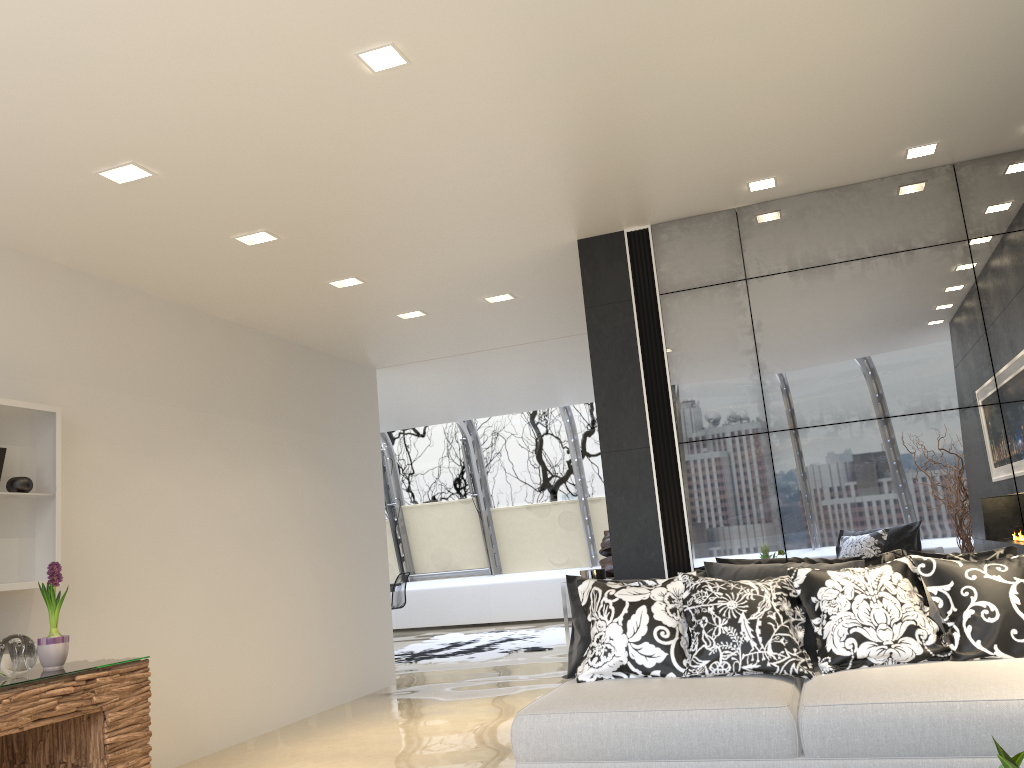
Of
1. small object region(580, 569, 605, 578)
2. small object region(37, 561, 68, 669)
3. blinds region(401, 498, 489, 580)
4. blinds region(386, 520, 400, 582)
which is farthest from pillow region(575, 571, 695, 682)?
blinds region(386, 520, 400, 582)

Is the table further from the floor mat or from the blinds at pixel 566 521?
the blinds at pixel 566 521

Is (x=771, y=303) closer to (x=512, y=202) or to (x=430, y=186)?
(x=512, y=202)

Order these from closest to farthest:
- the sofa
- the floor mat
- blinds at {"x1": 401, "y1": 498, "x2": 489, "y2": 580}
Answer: the sofa → the floor mat → blinds at {"x1": 401, "y1": 498, "x2": 489, "y2": 580}

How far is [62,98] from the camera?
3.33m

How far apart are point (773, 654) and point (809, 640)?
0.27m

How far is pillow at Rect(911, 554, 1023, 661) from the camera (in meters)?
3.72

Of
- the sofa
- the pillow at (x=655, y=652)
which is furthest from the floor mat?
the sofa

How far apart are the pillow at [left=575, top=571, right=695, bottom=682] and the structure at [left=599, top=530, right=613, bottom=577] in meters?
7.6

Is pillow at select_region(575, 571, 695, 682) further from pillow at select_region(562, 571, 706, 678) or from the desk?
the desk
